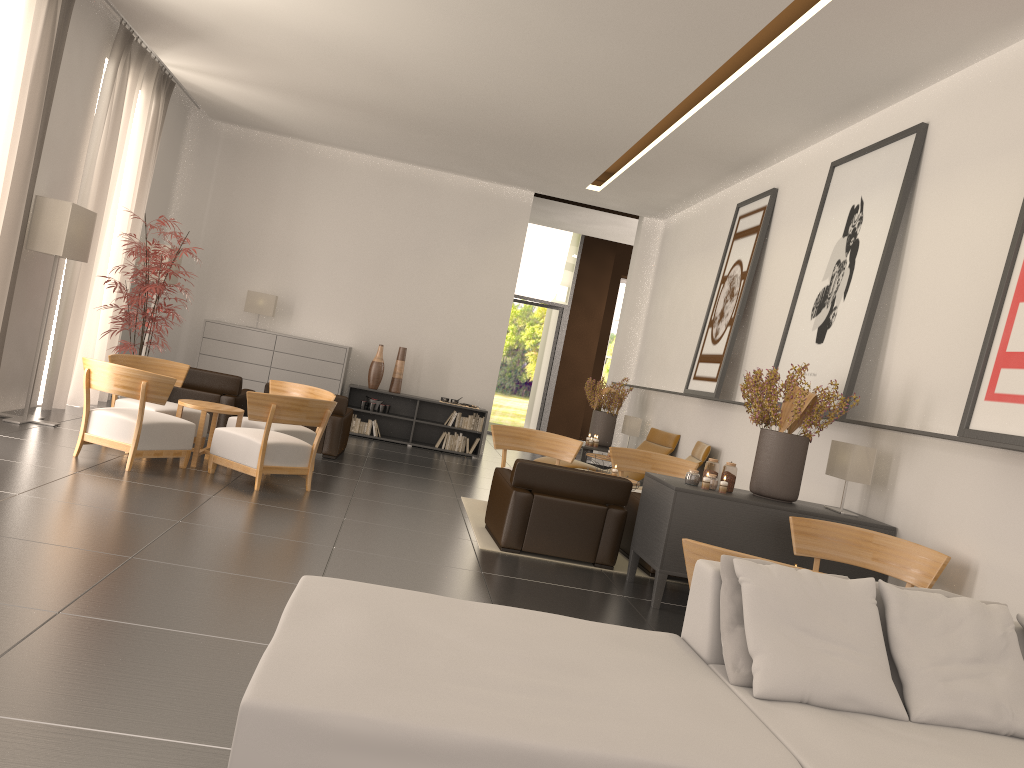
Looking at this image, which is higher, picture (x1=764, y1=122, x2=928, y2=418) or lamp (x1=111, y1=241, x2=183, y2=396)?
picture (x1=764, y1=122, x2=928, y2=418)

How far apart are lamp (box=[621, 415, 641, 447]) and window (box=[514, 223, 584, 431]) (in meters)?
8.45

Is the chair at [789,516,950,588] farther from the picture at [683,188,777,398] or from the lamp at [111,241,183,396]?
the lamp at [111,241,183,396]

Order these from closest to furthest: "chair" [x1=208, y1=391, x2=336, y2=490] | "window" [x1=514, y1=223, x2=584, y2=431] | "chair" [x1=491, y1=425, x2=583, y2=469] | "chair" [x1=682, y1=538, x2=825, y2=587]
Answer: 1. "chair" [x1=682, y1=538, x2=825, y2=587]
2. "chair" [x1=208, y1=391, x2=336, y2=490]
3. "chair" [x1=491, y1=425, x2=583, y2=469]
4. "window" [x1=514, y1=223, x2=584, y2=431]

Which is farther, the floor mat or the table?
the table

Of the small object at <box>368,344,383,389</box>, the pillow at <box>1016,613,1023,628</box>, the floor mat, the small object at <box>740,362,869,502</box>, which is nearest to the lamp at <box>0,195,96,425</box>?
the floor mat

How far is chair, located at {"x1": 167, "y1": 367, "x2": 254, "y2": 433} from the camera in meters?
14.6

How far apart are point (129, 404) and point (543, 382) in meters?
16.1 m

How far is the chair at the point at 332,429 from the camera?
14.89m

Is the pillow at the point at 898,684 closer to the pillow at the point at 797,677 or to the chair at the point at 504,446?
the pillow at the point at 797,677
